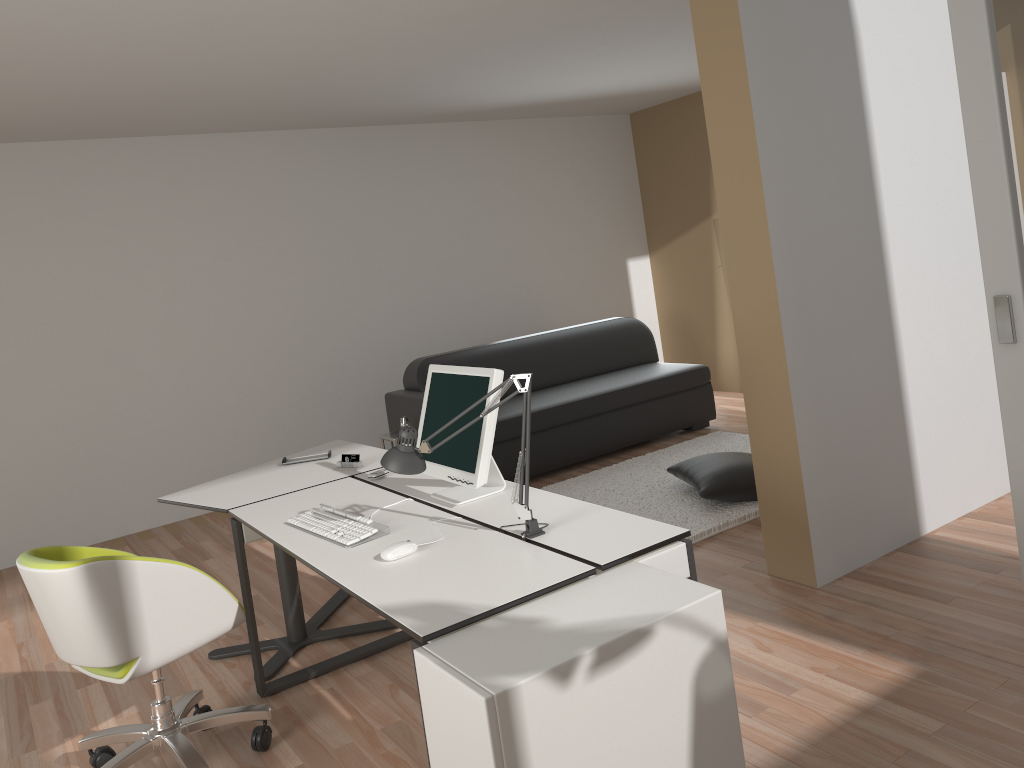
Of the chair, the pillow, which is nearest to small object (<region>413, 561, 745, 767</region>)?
the chair

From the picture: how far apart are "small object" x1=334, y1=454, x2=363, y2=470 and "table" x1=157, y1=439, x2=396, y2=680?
0.0 meters

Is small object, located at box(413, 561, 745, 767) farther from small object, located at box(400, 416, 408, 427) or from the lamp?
small object, located at box(400, 416, 408, 427)

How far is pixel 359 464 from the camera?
3.7 meters

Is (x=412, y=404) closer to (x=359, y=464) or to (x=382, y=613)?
(x=359, y=464)

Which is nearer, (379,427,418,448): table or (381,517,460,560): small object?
(381,517,460,560): small object

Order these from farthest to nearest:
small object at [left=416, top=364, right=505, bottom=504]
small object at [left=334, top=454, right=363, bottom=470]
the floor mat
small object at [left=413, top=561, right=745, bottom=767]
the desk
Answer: the floor mat → small object at [left=334, top=454, right=363, bottom=470] → small object at [left=416, top=364, right=505, bottom=504] → the desk → small object at [left=413, top=561, right=745, bottom=767]

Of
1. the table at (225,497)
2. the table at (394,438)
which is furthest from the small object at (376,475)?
the table at (394,438)

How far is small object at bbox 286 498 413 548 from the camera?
2.7 meters

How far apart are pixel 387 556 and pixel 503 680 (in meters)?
0.80
